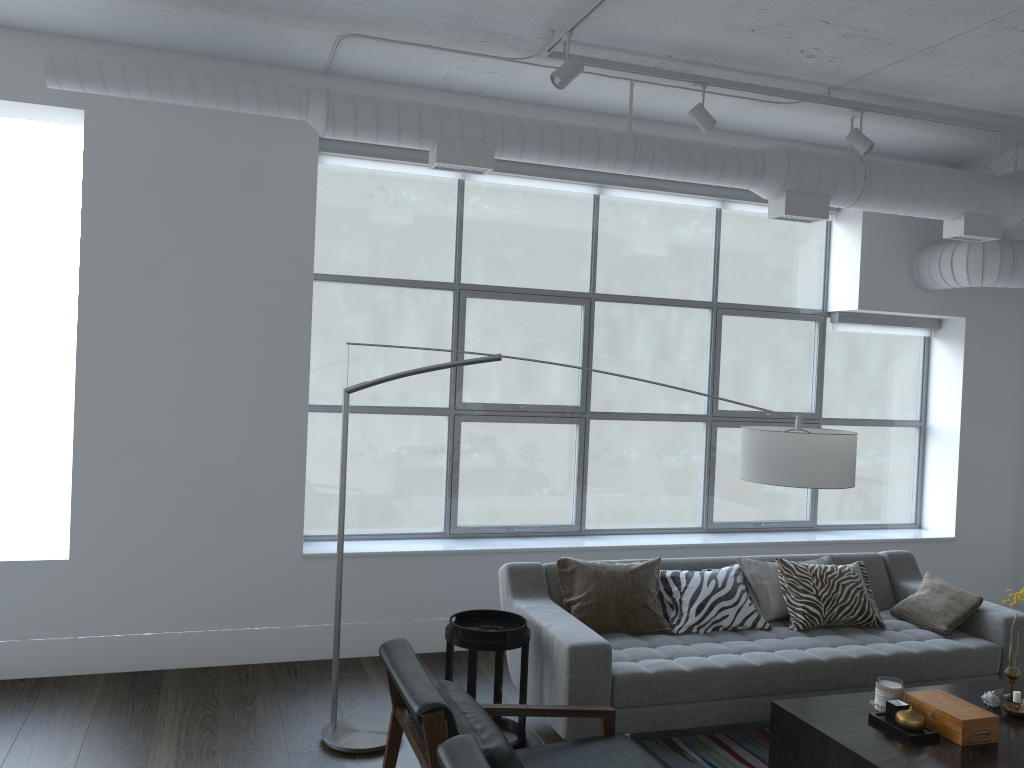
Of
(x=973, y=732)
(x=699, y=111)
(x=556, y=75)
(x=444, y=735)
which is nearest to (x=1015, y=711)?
(x=973, y=732)

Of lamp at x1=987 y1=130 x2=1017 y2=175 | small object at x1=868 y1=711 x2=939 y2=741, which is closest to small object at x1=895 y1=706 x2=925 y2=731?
small object at x1=868 y1=711 x2=939 y2=741

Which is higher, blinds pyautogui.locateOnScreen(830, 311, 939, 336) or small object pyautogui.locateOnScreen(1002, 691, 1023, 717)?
blinds pyautogui.locateOnScreen(830, 311, 939, 336)

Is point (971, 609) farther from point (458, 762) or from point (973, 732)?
point (458, 762)

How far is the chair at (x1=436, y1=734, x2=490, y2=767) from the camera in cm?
217

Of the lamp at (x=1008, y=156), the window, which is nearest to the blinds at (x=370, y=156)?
the window

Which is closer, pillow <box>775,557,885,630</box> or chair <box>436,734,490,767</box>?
chair <box>436,734,490,767</box>

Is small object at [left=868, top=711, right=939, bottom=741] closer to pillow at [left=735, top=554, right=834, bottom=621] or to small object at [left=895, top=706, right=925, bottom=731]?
small object at [left=895, top=706, right=925, bottom=731]

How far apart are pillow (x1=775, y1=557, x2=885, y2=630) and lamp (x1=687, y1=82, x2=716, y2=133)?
2.25m

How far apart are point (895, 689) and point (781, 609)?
1.2m
